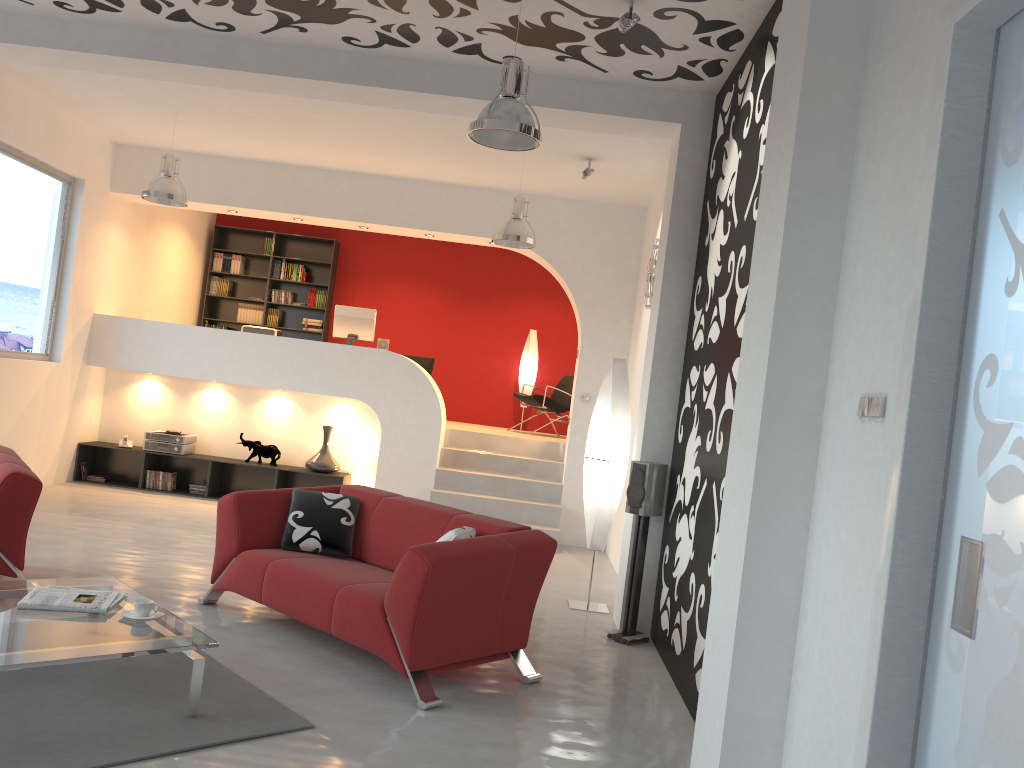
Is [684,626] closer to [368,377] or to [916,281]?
[916,281]

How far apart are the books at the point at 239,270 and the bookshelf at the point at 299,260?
0.45m

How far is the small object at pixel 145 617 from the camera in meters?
3.7 m

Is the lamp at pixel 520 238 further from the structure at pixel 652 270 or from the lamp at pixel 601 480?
the lamp at pixel 601 480

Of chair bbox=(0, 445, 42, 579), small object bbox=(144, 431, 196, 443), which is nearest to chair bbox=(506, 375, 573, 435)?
small object bbox=(144, 431, 196, 443)

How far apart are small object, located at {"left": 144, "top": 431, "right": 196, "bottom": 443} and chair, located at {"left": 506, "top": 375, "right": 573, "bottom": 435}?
3.83m

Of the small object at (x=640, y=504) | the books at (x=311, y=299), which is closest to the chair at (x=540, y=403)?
the books at (x=311, y=299)

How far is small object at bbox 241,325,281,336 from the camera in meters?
9.6

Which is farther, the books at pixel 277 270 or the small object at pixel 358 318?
the books at pixel 277 270

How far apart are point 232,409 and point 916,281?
8.3m
